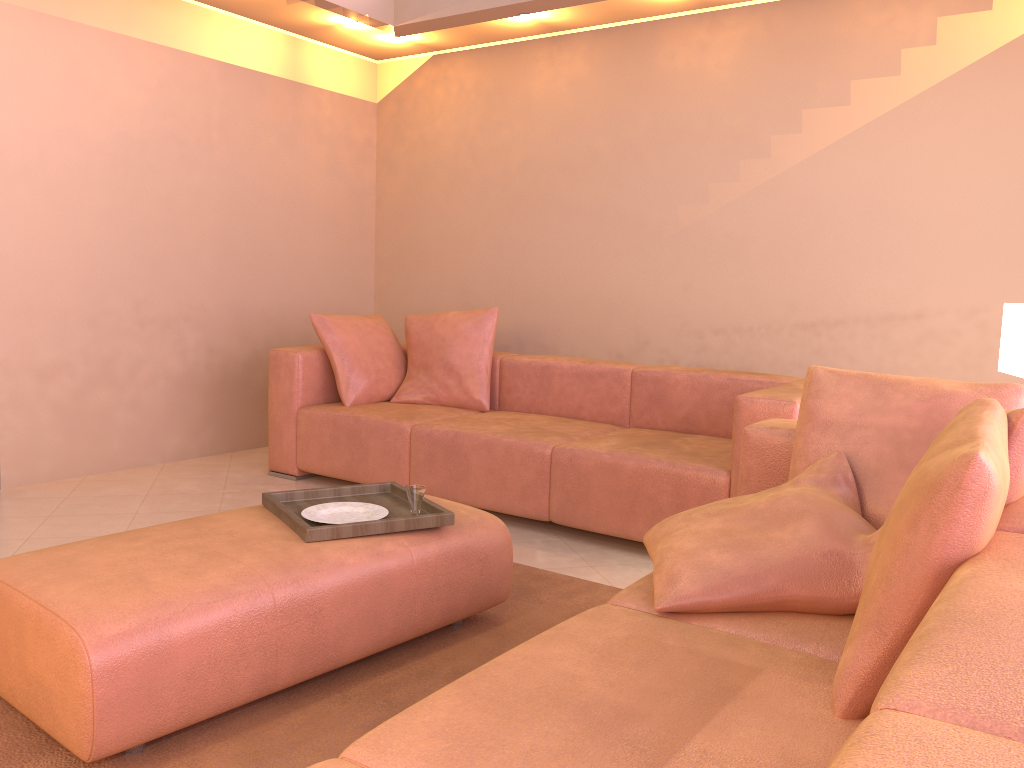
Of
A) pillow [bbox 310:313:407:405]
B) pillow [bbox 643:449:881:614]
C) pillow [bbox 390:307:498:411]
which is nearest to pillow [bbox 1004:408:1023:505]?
pillow [bbox 643:449:881:614]

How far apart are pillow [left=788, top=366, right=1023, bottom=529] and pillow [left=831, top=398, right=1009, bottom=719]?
0.49m

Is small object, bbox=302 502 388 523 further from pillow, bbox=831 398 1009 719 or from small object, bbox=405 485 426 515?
pillow, bbox=831 398 1009 719

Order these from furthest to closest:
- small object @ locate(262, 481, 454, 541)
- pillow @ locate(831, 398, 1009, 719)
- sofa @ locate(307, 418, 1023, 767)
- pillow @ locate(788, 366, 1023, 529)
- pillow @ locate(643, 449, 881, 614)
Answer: small object @ locate(262, 481, 454, 541)
pillow @ locate(788, 366, 1023, 529)
pillow @ locate(643, 449, 881, 614)
pillow @ locate(831, 398, 1009, 719)
sofa @ locate(307, 418, 1023, 767)

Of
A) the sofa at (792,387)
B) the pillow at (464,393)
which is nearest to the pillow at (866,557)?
the sofa at (792,387)

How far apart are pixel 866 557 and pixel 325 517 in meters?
1.4 m

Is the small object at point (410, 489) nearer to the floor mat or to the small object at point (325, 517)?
the small object at point (325, 517)

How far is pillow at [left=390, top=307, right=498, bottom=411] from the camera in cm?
449

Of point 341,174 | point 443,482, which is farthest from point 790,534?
point 341,174

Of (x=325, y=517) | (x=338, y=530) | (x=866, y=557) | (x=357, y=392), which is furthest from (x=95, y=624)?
(x=357, y=392)
